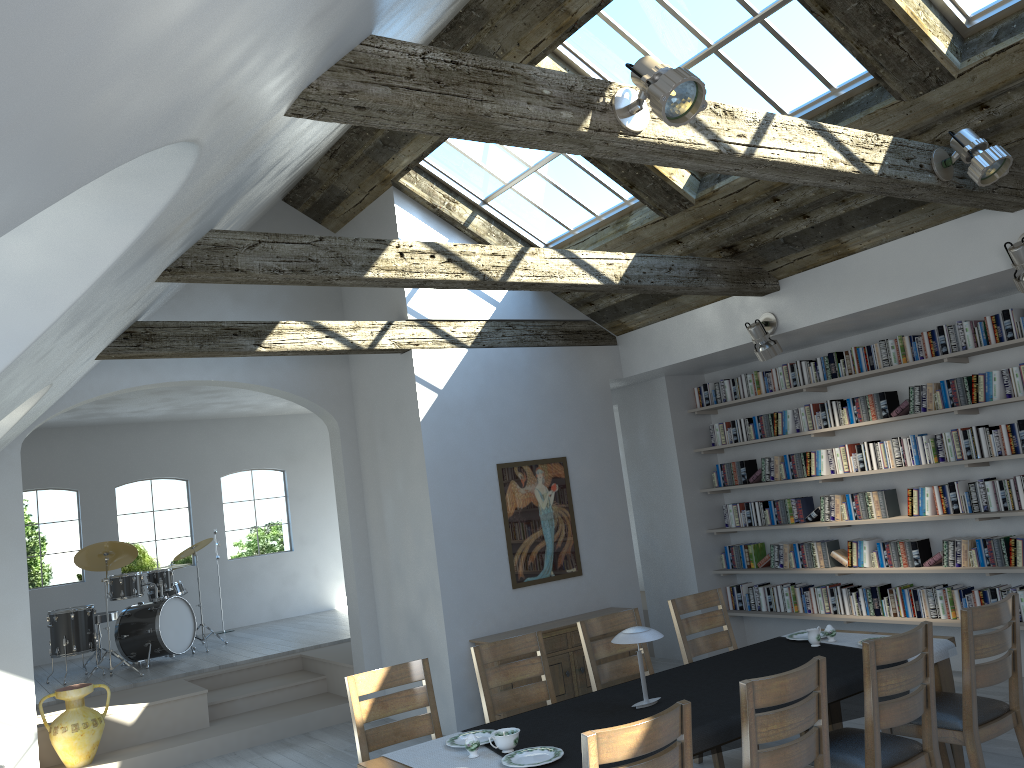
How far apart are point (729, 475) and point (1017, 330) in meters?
3.0 m

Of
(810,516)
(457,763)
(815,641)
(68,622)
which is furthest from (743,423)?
(68,622)

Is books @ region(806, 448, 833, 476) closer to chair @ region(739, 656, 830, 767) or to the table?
the table

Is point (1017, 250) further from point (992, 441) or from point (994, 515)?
point (994, 515)

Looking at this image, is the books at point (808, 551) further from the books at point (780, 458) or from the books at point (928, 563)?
the books at point (928, 563)

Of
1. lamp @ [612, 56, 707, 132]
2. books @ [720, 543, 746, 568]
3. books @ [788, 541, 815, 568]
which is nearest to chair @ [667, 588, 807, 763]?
books @ [788, 541, 815, 568]

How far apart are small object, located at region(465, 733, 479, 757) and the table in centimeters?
33cm

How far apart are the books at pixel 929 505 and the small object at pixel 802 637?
2.2m

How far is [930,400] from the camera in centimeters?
683cm

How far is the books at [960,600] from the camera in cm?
672
